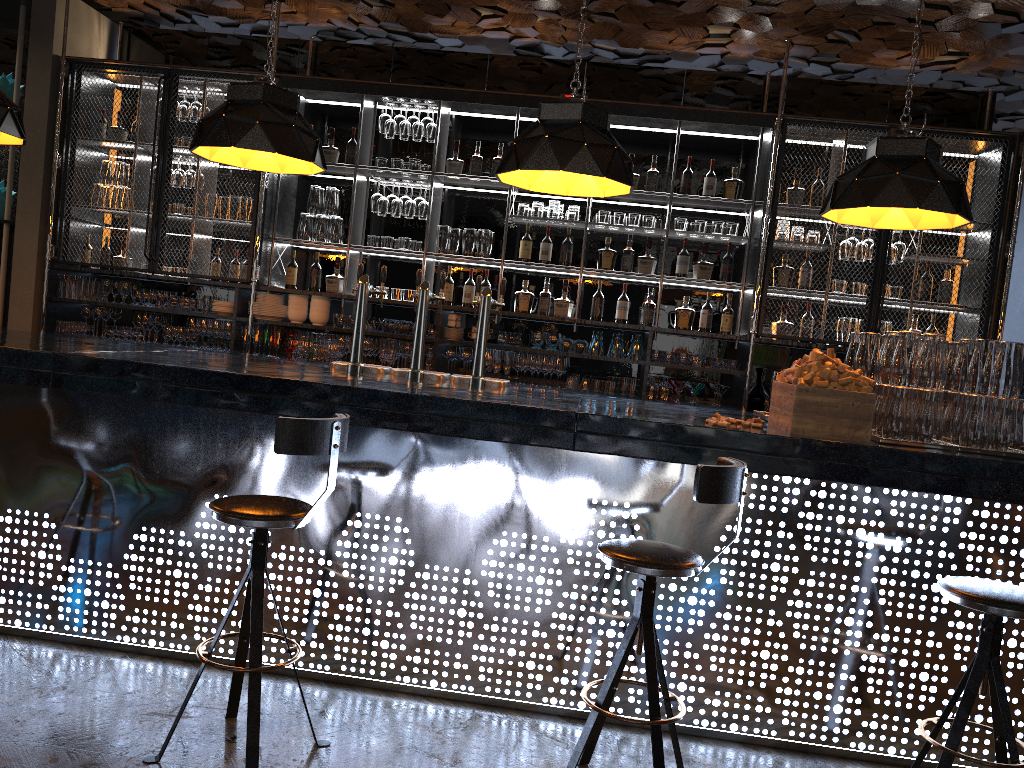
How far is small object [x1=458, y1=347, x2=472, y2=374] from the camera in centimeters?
629cm

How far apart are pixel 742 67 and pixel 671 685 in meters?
5.1

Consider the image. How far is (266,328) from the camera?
6.4m

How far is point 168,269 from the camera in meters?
6.8 m

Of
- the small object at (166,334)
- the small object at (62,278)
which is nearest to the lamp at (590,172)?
the small object at (166,334)

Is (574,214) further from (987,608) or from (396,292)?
(987,608)

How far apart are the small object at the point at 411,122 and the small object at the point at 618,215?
1.6m

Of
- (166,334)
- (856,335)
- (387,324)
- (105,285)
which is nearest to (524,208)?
(387,324)

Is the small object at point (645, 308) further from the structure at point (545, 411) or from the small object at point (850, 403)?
the small object at point (850, 403)

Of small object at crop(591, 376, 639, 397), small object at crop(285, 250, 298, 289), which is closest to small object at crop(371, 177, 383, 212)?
small object at crop(285, 250, 298, 289)
